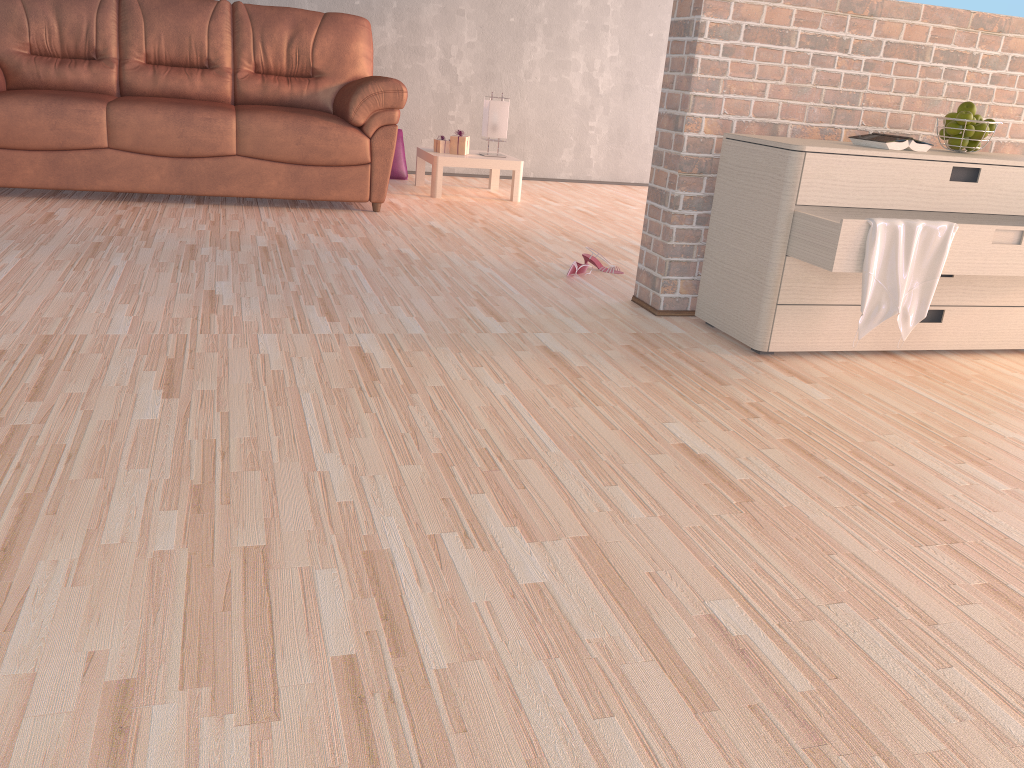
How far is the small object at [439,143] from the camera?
5.3m

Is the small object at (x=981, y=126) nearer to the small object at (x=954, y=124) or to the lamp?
the small object at (x=954, y=124)

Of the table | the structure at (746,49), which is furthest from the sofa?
the structure at (746,49)

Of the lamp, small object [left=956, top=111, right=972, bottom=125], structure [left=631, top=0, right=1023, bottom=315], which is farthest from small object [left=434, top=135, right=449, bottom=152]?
small object [left=956, top=111, right=972, bottom=125]

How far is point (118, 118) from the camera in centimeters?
401cm

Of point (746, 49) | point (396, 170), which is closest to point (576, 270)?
point (746, 49)

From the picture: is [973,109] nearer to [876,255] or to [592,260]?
[876,255]

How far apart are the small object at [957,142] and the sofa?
2.5m

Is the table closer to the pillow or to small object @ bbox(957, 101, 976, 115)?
the pillow

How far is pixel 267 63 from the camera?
4.8 meters
